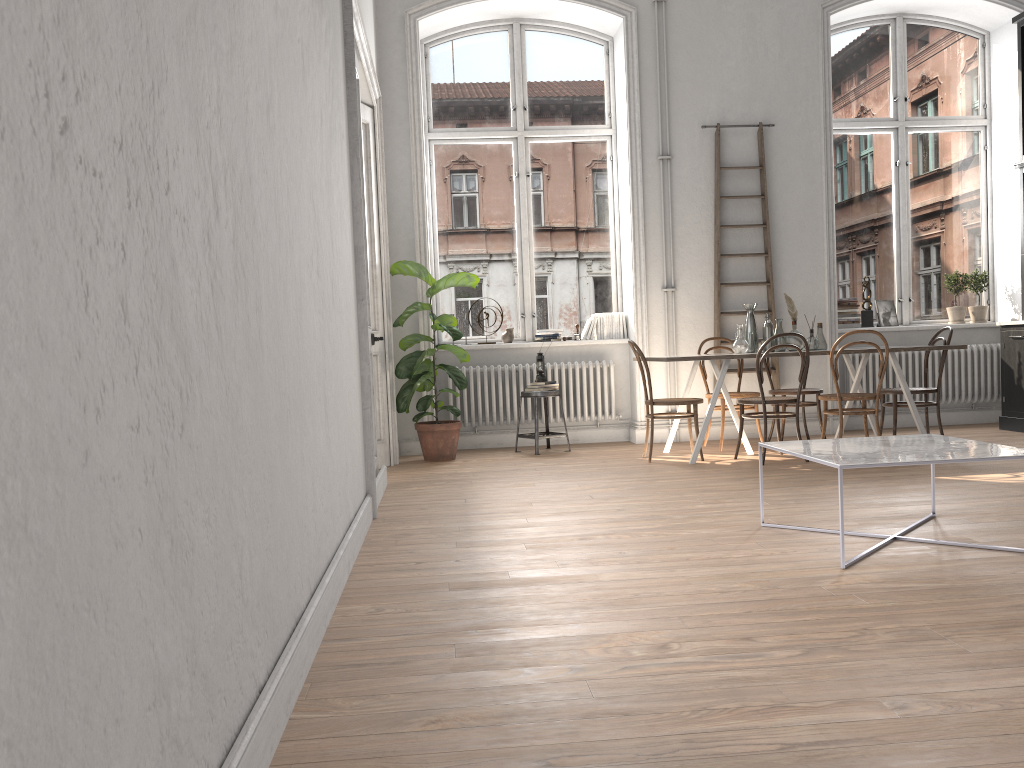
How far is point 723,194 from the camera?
7.9m

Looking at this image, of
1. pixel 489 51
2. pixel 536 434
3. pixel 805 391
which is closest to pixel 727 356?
pixel 805 391

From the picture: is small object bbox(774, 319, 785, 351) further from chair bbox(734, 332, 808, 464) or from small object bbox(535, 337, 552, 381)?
small object bbox(535, 337, 552, 381)

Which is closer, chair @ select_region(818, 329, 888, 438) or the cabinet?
chair @ select_region(818, 329, 888, 438)

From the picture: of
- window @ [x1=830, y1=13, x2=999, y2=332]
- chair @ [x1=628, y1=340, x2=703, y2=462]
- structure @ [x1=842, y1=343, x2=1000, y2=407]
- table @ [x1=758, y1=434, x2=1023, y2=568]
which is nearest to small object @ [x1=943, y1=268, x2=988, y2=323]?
window @ [x1=830, y1=13, x2=999, y2=332]

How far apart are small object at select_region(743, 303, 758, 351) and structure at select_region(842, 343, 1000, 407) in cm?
177

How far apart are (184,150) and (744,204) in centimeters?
699cm

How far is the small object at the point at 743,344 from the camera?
6.6m

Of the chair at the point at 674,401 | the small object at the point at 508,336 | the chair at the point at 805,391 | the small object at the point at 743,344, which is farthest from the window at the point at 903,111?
the small object at the point at 508,336

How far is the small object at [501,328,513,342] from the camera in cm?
807
